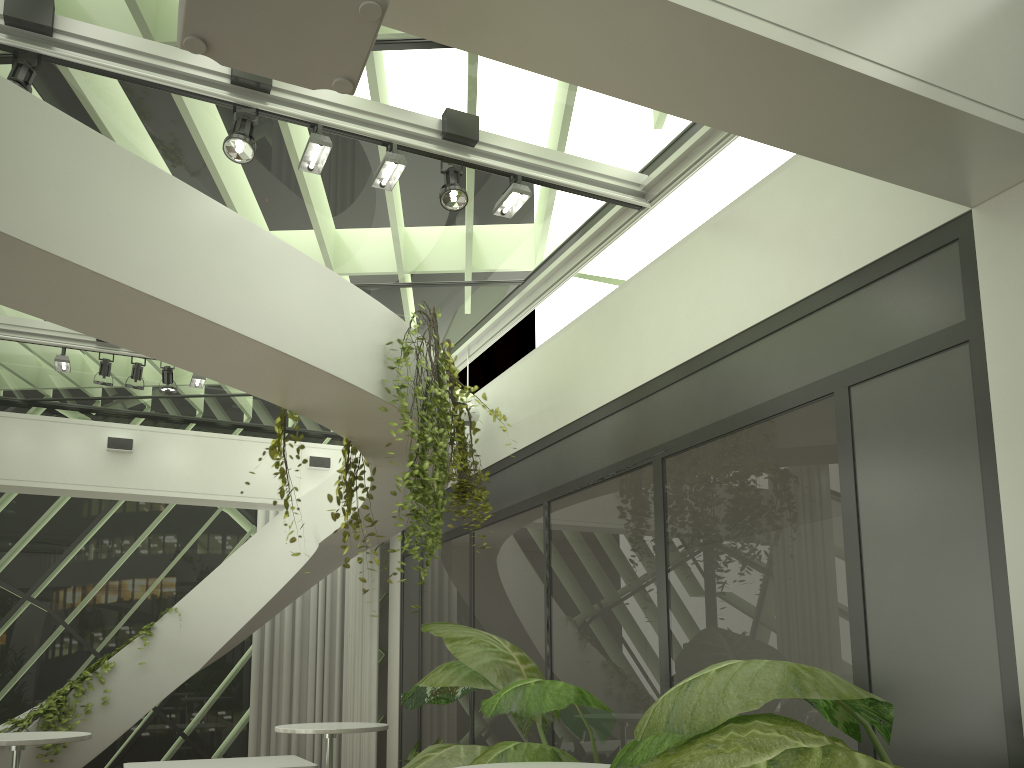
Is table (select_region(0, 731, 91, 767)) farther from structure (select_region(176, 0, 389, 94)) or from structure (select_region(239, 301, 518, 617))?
structure (select_region(176, 0, 389, 94))

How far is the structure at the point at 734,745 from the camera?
2.1m

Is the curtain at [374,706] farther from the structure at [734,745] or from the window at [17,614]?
the structure at [734,745]

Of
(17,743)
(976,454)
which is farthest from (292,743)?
(976,454)

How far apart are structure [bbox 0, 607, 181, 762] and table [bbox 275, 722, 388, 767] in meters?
3.0

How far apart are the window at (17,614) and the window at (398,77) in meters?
0.1

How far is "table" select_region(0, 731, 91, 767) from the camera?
5.3m

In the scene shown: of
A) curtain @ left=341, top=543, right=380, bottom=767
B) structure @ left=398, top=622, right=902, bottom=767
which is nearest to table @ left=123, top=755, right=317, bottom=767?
structure @ left=398, top=622, right=902, bottom=767

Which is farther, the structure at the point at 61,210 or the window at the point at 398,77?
the window at the point at 398,77

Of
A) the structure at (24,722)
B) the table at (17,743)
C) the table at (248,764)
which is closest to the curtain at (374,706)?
the table at (248,764)
